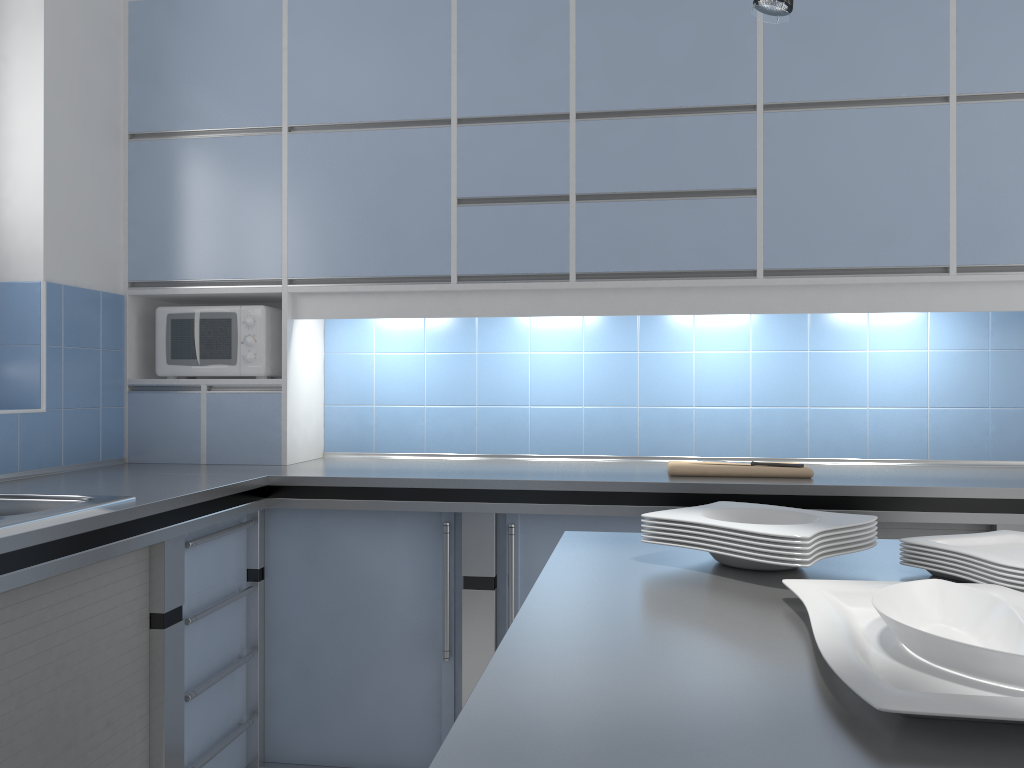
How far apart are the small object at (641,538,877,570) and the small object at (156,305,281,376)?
2.1 meters

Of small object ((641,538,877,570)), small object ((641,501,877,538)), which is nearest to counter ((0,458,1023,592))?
small object ((641,501,877,538))

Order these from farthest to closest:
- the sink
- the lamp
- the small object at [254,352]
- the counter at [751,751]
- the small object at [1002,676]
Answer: the small object at [254,352] → the sink → the lamp → the small object at [1002,676] → the counter at [751,751]

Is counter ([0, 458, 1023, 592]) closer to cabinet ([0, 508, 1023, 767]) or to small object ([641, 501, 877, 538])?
cabinet ([0, 508, 1023, 767])

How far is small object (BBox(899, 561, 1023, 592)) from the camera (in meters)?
1.20

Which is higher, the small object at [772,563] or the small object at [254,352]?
the small object at [254,352]

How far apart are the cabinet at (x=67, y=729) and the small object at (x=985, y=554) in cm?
123

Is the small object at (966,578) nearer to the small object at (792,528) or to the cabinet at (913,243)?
the small object at (792,528)

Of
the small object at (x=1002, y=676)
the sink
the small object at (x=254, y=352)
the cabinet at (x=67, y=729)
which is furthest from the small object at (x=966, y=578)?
the small object at (x=254, y=352)

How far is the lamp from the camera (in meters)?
1.08
